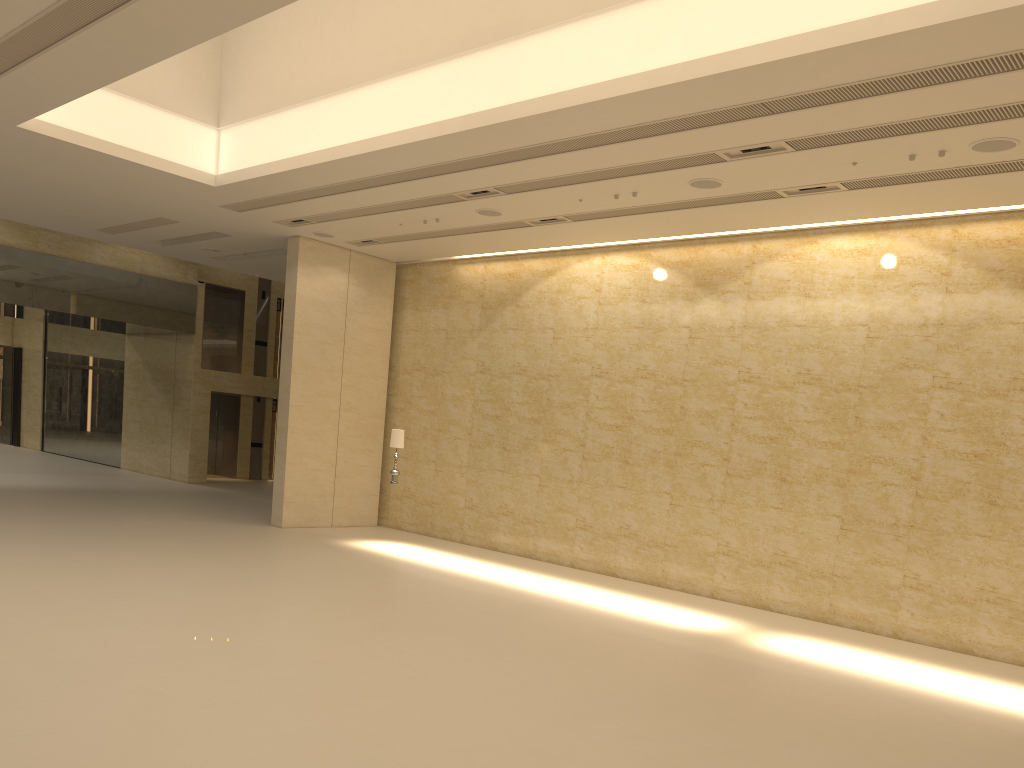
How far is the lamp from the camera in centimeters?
1626cm

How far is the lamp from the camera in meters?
16.3 m

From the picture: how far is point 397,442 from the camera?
16.3m

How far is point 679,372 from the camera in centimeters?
1543cm
